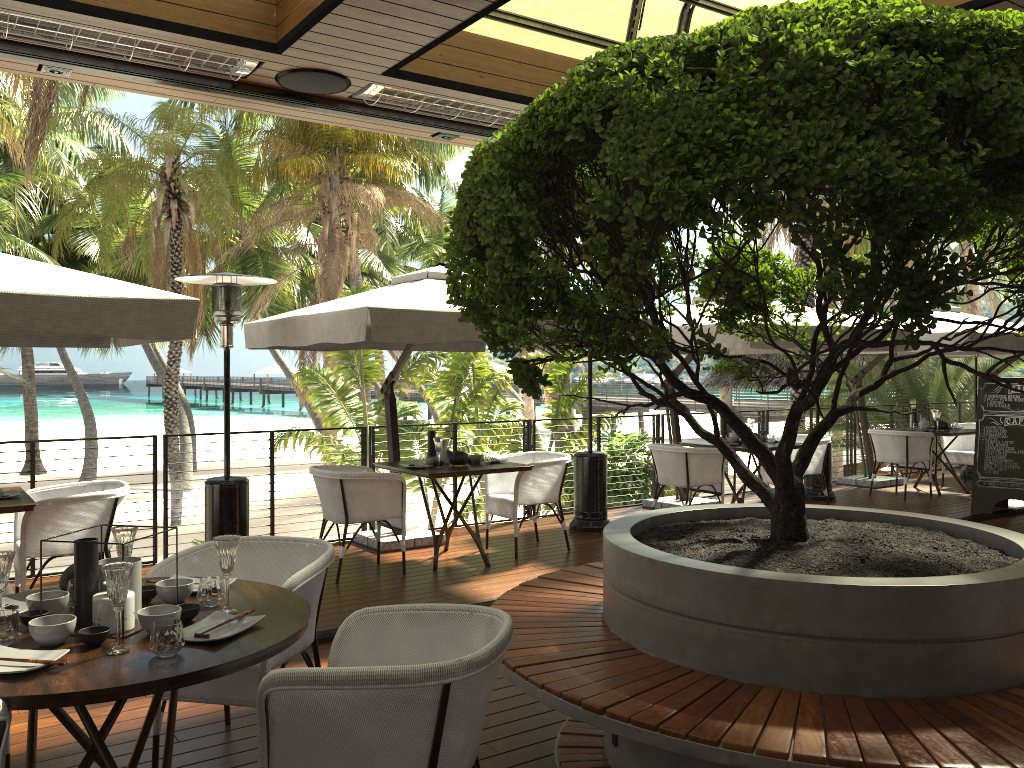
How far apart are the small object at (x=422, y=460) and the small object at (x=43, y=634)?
4.45m

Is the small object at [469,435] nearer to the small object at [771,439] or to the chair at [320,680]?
the small object at [771,439]

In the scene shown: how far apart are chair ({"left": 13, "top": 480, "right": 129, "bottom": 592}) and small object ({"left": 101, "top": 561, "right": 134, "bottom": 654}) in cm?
315

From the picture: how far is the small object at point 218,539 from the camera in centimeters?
267cm

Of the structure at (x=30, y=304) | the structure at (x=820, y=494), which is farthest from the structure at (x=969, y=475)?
the structure at (x=30, y=304)

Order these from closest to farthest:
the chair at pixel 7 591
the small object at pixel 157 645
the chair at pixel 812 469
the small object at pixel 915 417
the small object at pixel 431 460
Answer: the small object at pixel 157 645, the chair at pixel 7 591, the small object at pixel 431 460, the chair at pixel 812 469, the small object at pixel 915 417

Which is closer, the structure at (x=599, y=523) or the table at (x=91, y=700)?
the table at (x=91, y=700)

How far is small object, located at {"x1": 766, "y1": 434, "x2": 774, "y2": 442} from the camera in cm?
880

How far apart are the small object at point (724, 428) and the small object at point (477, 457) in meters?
3.1

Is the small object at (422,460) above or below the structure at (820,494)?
above
